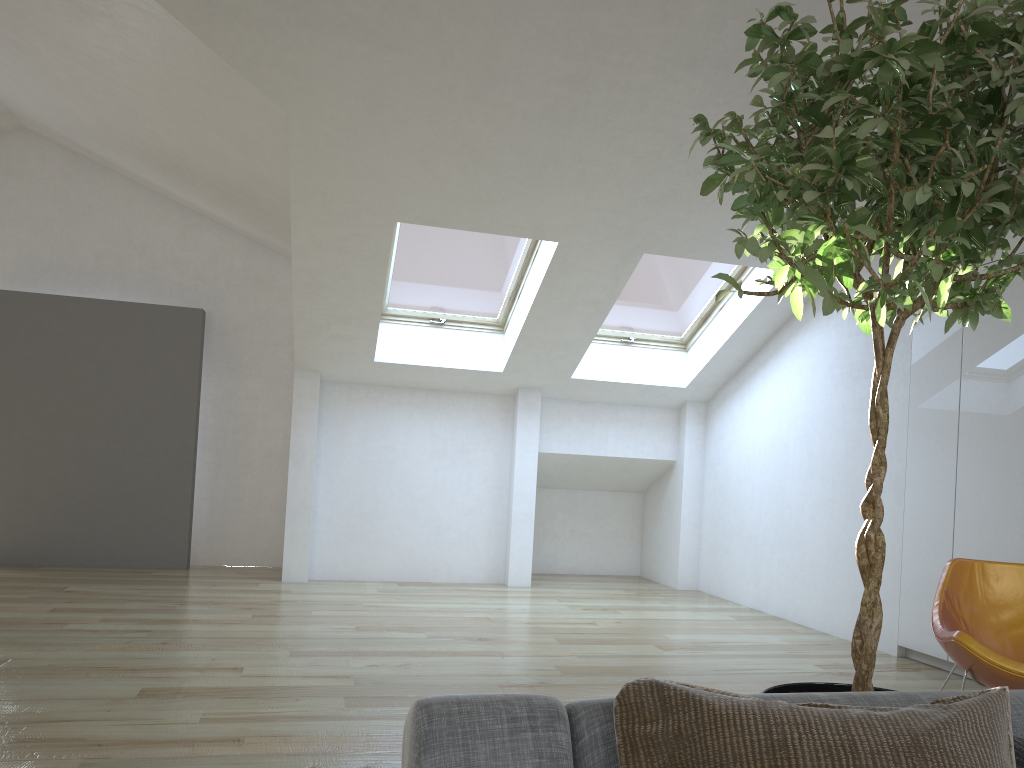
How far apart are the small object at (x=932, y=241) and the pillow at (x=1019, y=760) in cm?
50

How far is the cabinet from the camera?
4.55m

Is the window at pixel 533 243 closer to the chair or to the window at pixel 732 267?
the window at pixel 732 267

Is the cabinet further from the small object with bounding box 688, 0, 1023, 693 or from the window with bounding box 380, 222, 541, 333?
the small object with bounding box 688, 0, 1023, 693

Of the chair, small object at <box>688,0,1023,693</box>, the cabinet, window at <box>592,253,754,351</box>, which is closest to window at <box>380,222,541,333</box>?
window at <box>592,253,754,351</box>

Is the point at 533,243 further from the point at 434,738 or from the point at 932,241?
the point at 434,738

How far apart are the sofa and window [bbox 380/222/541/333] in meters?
5.4 m

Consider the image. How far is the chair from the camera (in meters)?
3.24

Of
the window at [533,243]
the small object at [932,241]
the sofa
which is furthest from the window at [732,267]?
the sofa

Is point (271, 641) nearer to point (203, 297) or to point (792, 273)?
point (792, 273)
